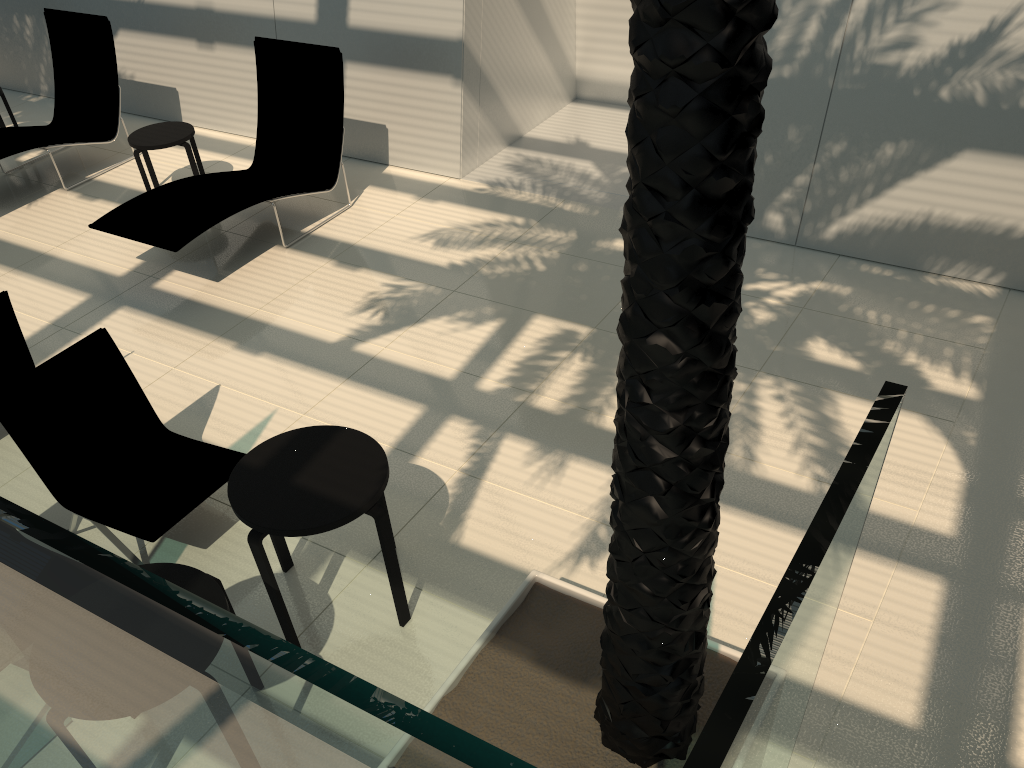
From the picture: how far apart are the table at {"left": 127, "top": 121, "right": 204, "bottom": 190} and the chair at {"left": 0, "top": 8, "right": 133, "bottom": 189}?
0.8m

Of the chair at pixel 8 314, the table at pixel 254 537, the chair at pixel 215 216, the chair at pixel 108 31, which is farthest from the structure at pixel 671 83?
the chair at pixel 108 31

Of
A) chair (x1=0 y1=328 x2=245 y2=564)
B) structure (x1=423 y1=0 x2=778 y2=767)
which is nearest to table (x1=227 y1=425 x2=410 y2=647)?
chair (x1=0 y1=328 x2=245 y2=564)

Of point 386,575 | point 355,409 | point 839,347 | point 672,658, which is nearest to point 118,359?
point 355,409

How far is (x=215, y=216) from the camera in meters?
6.6

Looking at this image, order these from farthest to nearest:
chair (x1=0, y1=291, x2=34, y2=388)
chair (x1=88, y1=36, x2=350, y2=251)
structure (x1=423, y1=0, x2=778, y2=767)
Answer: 1. chair (x1=88, y1=36, x2=350, y2=251)
2. chair (x1=0, y1=291, x2=34, y2=388)
3. structure (x1=423, y1=0, x2=778, y2=767)

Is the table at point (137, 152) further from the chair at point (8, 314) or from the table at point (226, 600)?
the table at point (226, 600)

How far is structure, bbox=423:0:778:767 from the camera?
1.55m

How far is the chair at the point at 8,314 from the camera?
5.0 meters

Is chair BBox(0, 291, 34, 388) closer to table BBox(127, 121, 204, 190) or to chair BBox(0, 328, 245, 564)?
chair BBox(0, 328, 245, 564)
